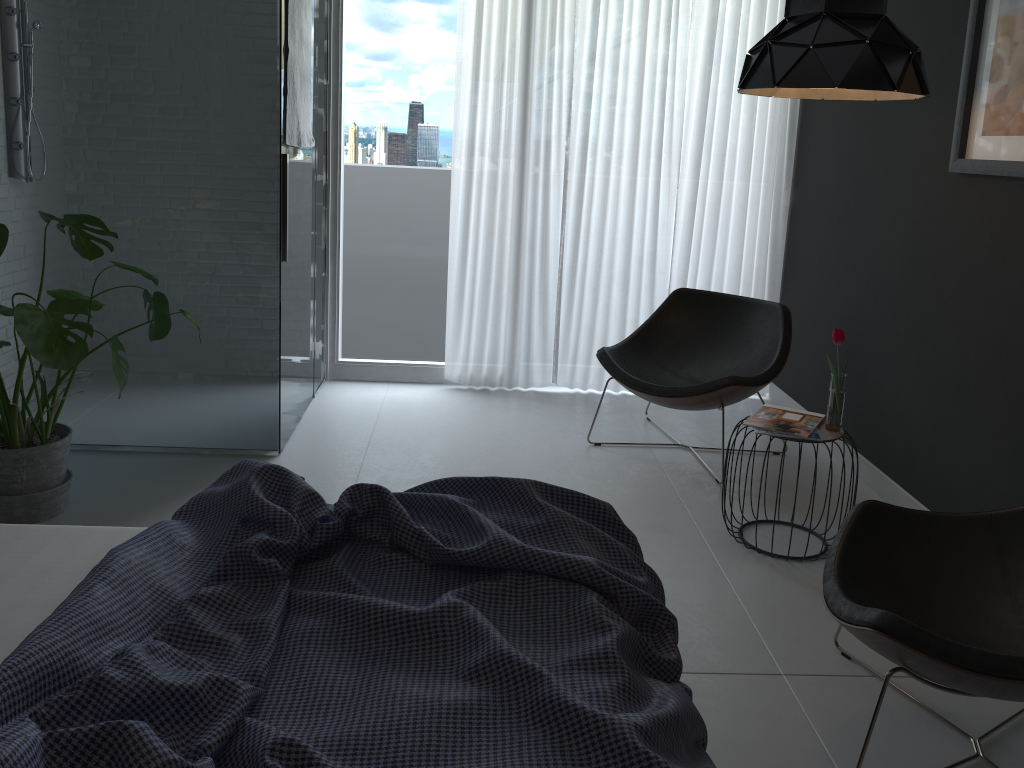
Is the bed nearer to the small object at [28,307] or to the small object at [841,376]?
the small object at [28,307]

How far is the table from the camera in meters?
3.0 m

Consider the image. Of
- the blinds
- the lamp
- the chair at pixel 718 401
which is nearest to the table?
the chair at pixel 718 401

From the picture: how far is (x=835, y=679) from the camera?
2.4 meters

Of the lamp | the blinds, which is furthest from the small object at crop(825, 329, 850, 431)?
the blinds

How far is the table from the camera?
3.00m

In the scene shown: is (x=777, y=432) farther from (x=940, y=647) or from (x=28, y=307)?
(x=28, y=307)

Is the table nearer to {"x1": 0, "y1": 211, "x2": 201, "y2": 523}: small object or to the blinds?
the blinds

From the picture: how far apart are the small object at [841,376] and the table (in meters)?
0.02

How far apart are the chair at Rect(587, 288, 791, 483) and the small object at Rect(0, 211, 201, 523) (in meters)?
1.82
